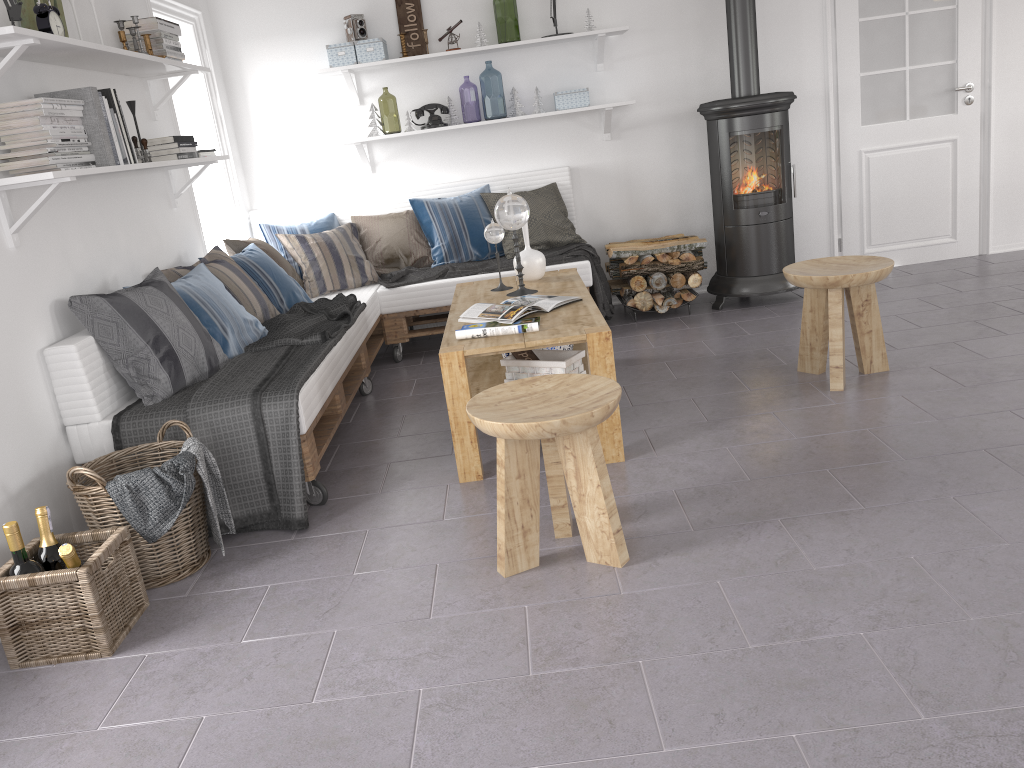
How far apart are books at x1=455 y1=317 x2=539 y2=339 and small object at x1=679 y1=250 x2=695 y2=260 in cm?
207

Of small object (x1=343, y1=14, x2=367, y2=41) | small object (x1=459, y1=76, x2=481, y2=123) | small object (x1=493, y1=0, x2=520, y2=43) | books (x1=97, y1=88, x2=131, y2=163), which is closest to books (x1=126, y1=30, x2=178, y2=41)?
books (x1=97, y1=88, x2=131, y2=163)

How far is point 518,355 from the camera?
3.37m

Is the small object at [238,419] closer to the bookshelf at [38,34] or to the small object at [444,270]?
the small object at [444,270]

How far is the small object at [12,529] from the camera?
2.3m

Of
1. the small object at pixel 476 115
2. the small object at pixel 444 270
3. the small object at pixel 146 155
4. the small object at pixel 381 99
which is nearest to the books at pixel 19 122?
the small object at pixel 146 155

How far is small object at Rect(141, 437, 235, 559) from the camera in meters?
2.7

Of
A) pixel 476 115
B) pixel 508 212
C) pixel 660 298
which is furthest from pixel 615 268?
pixel 476 115

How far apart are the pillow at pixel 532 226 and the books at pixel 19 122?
2.6 meters

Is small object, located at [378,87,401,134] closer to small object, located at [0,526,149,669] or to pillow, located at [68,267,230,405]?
pillow, located at [68,267,230,405]
